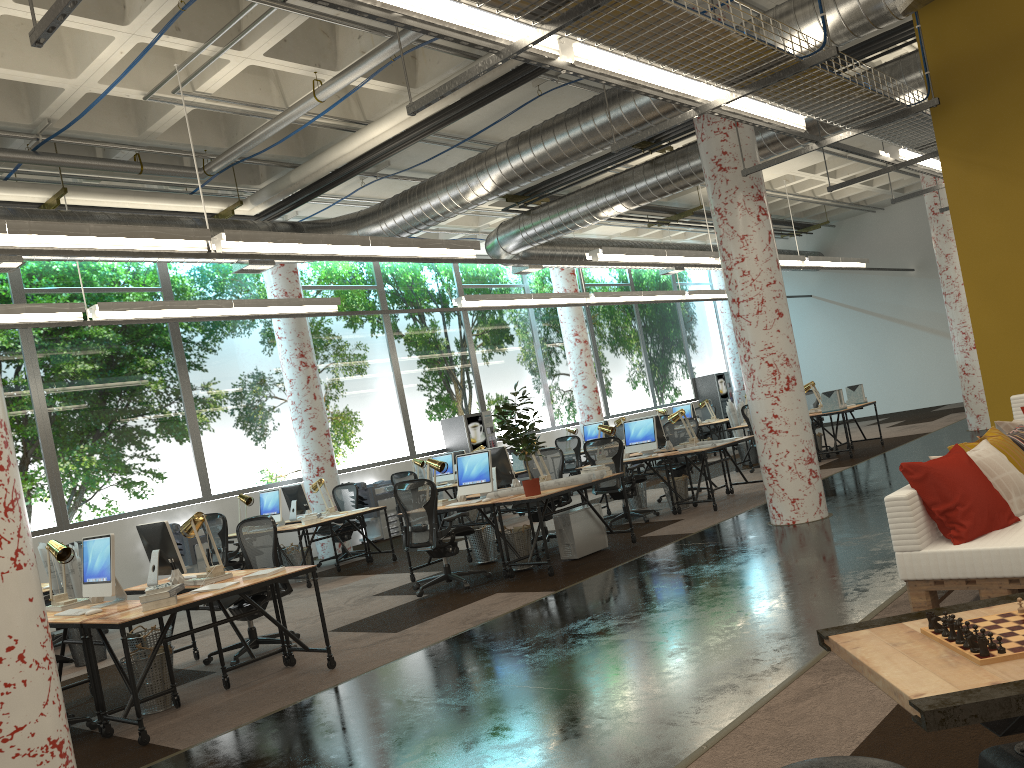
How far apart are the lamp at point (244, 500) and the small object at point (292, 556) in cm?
99

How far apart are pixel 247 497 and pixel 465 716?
7.9 meters

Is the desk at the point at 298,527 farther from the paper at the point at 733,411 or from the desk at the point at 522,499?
the paper at the point at 733,411

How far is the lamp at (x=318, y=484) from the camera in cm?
1165

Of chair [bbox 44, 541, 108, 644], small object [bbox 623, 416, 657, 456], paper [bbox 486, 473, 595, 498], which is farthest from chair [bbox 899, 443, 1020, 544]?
chair [bbox 44, 541, 108, 644]

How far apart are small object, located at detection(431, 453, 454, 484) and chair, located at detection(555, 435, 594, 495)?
3.0m

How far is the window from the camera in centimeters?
1151cm

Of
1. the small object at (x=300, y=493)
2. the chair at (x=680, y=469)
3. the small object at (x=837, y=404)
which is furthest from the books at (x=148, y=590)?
the small object at (x=837, y=404)

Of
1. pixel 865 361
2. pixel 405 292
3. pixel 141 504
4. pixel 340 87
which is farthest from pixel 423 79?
pixel 865 361

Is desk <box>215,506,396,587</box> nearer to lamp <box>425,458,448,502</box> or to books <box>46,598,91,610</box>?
lamp <box>425,458,448,502</box>
